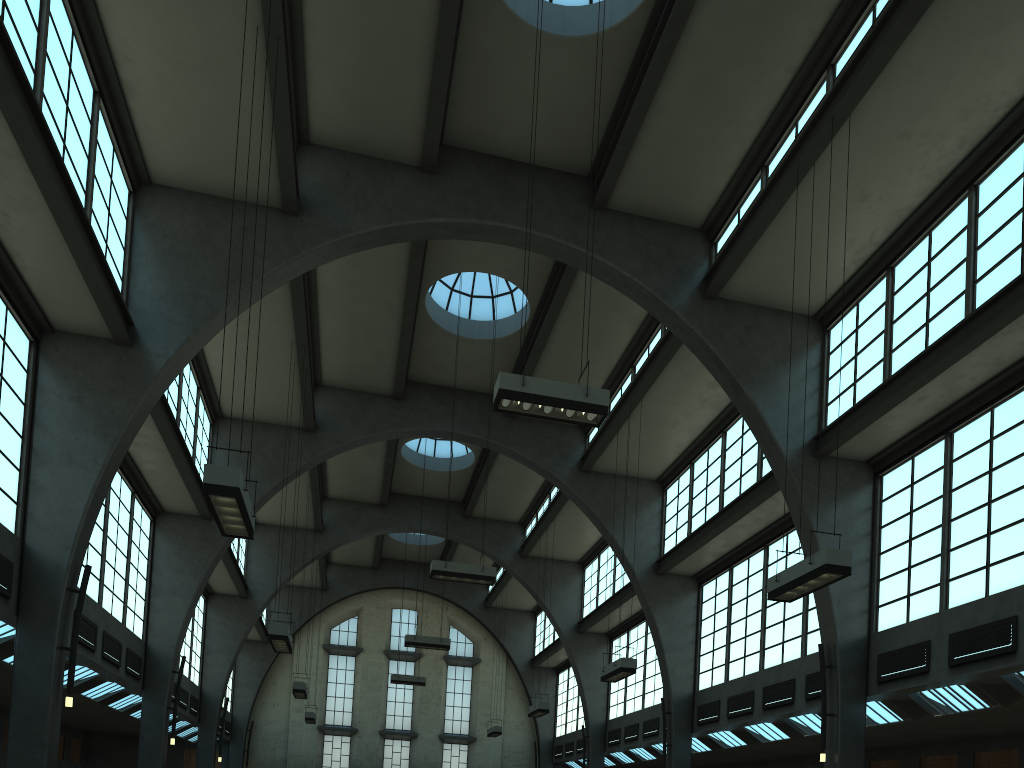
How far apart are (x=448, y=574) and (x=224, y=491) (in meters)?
9.53

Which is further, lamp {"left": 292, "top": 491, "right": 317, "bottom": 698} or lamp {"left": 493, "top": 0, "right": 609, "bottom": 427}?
lamp {"left": 292, "top": 491, "right": 317, "bottom": 698}

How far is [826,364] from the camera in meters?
17.3 m

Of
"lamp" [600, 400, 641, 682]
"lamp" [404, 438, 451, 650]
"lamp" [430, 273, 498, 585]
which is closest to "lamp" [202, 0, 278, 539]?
"lamp" [430, 273, 498, 585]

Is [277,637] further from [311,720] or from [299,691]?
[311,720]

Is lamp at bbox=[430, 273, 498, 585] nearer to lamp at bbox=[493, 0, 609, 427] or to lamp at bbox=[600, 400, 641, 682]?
lamp at bbox=[600, 400, 641, 682]

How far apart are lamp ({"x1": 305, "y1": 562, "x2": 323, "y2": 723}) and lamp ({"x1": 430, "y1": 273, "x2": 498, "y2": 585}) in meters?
15.3 m

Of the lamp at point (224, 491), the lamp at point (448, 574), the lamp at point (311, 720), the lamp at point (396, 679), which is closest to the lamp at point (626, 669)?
the lamp at point (448, 574)

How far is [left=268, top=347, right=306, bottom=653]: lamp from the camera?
16.47m

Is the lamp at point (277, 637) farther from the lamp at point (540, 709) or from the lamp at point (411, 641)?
the lamp at point (540, 709)
